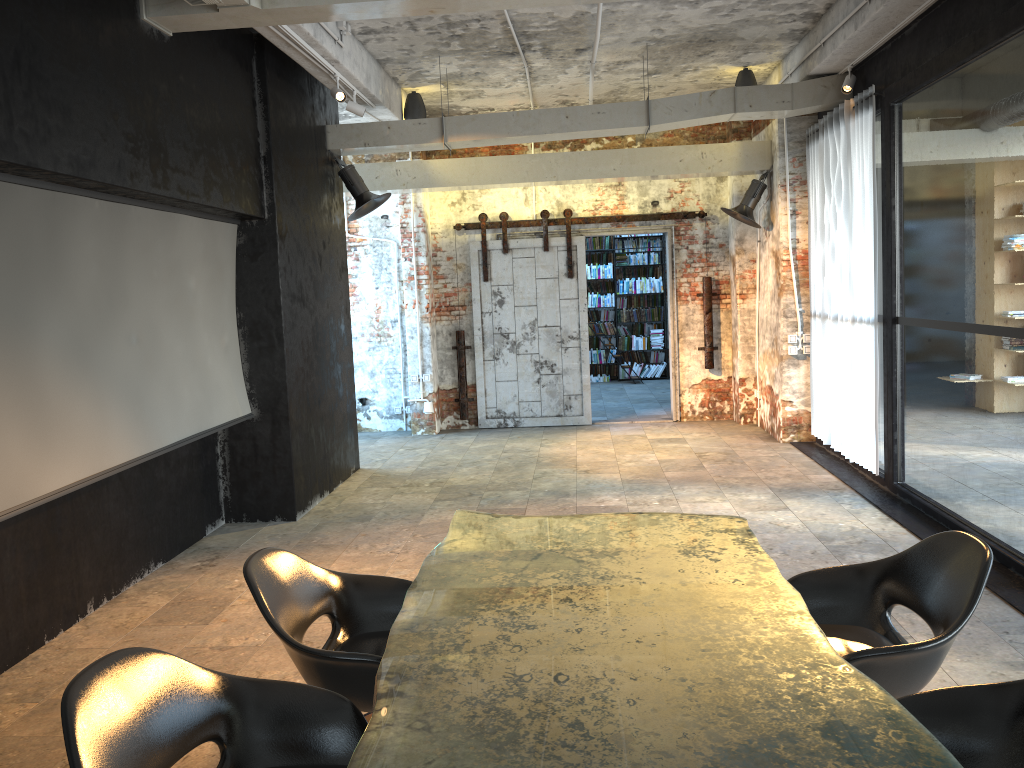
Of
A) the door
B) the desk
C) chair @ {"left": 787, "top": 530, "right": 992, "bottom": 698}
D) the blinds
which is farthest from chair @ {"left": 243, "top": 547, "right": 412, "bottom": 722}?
the door

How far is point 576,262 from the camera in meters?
11.0

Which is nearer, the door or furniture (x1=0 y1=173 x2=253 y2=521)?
furniture (x1=0 y1=173 x2=253 y2=521)

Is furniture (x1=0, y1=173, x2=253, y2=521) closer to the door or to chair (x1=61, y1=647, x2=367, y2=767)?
chair (x1=61, y1=647, x2=367, y2=767)

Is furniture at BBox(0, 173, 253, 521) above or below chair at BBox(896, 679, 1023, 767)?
above

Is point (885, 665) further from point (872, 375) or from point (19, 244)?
point (872, 375)

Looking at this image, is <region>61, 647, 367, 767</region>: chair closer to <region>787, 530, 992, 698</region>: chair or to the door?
<region>787, 530, 992, 698</region>: chair

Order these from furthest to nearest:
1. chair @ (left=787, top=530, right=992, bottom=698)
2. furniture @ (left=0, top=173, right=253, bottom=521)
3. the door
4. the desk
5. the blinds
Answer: the door < the blinds < furniture @ (left=0, top=173, right=253, bottom=521) < chair @ (left=787, top=530, right=992, bottom=698) < the desk

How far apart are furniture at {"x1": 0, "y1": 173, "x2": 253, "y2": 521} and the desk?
2.0 meters

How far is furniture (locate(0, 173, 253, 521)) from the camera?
4.2 meters
